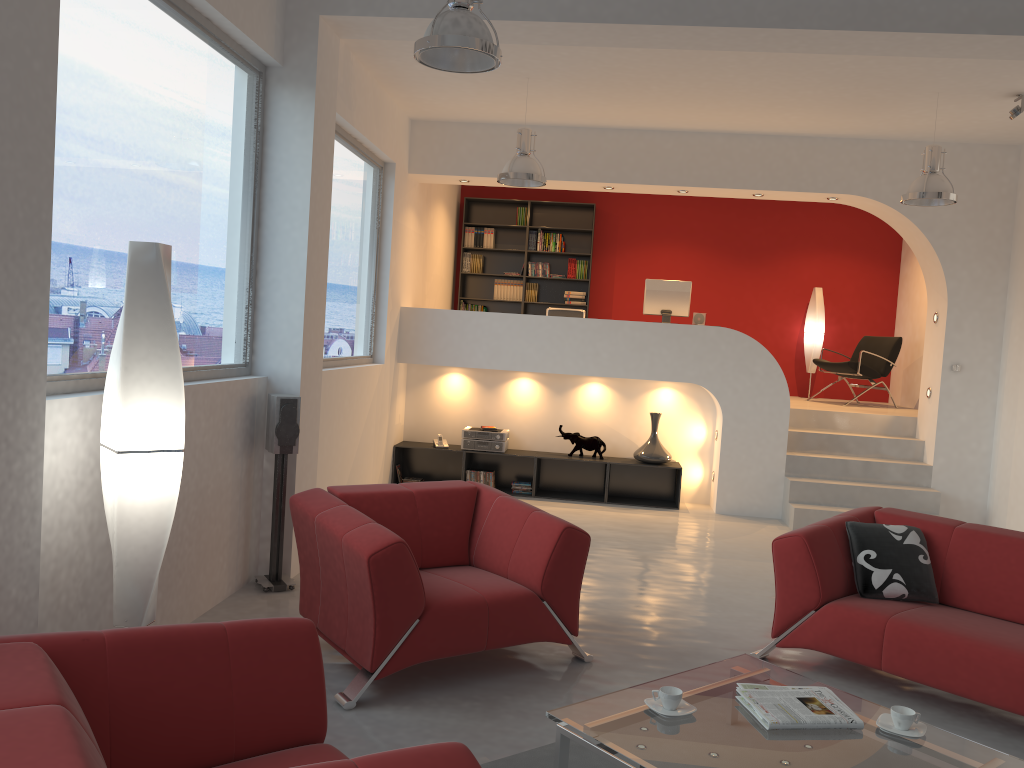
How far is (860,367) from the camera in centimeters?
969cm

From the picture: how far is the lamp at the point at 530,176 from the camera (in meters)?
6.63

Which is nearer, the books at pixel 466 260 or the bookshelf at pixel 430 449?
the bookshelf at pixel 430 449

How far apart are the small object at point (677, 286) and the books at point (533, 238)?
2.6m

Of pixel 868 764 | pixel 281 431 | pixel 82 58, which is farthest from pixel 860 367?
pixel 82 58

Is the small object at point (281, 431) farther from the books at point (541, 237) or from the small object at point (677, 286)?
the books at point (541, 237)

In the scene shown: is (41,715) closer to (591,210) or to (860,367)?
(860,367)

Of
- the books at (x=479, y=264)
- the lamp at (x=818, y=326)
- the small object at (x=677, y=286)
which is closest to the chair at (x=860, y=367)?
the lamp at (x=818, y=326)

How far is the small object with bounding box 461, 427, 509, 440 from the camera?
8.5 meters

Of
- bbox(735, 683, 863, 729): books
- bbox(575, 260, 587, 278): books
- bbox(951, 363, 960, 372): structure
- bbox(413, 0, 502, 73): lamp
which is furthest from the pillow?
bbox(575, 260, 587, 278): books
